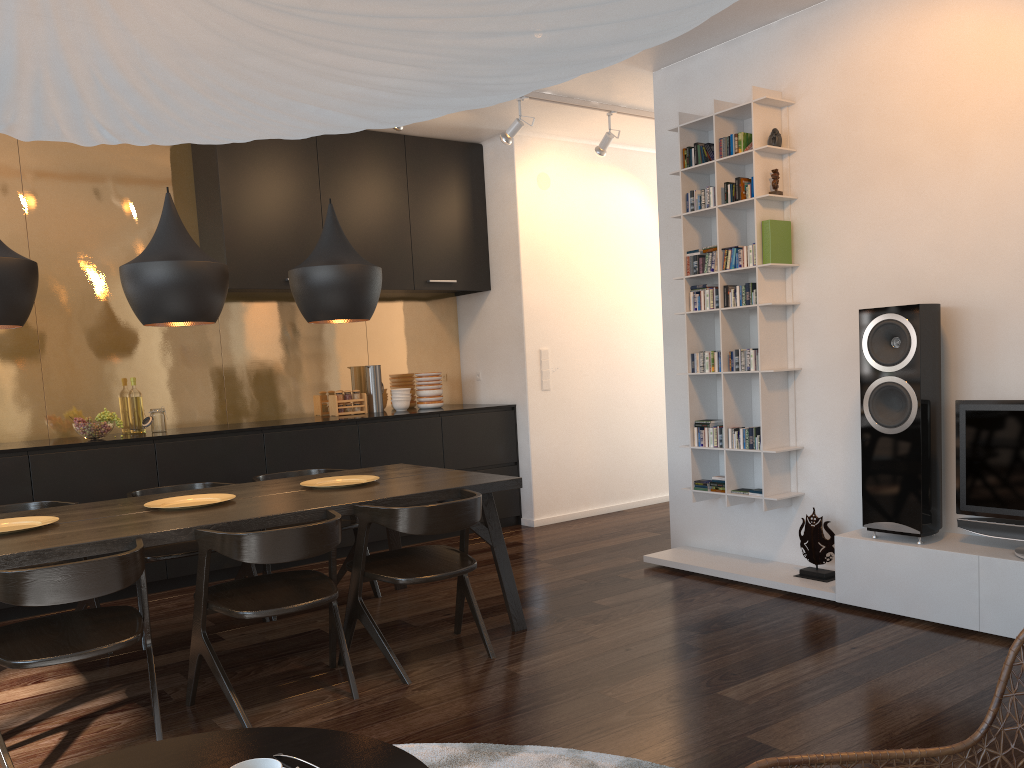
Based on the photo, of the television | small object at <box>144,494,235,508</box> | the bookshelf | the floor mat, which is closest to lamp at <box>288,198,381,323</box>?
small object at <box>144,494,235,508</box>

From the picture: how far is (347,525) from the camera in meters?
4.4 m

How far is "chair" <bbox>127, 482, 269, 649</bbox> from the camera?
3.9m

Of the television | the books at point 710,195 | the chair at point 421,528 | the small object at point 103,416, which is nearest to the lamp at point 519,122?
the books at point 710,195

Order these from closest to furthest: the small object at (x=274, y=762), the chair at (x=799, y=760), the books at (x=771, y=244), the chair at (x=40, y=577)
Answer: the small object at (x=274, y=762)
the chair at (x=799, y=760)
the chair at (x=40, y=577)
the books at (x=771, y=244)

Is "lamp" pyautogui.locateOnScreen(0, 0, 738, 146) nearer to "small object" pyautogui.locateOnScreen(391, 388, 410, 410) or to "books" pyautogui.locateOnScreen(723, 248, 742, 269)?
"books" pyautogui.locateOnScreen(723, 248, 742, 269)

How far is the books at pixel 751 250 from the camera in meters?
4.4 m

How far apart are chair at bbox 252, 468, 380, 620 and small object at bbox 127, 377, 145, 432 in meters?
1.3 m

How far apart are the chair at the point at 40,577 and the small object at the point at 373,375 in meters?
3.4

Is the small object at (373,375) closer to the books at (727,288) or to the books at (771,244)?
the books at (727,288)
